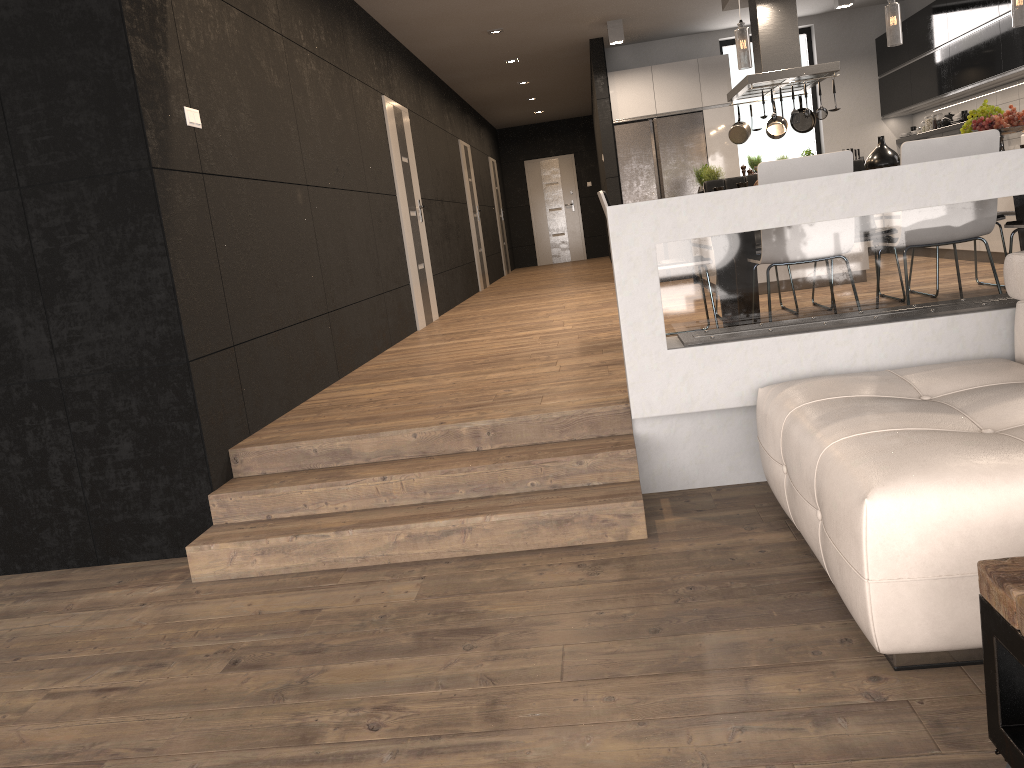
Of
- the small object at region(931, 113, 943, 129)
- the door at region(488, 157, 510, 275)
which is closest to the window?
the small object at region(931, 113, 943, 129)

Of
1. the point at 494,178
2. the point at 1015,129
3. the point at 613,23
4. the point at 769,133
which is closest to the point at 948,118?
the point at 769,133

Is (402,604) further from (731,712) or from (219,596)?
(731,712)

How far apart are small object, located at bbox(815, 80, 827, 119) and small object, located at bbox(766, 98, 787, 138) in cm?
97

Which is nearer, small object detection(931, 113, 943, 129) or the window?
small object detection(931, 113, 943, 129)

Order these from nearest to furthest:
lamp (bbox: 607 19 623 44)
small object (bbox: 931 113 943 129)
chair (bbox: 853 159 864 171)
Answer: chair (bbox: 853 159 864 171) < lamp (bbox: 607 19 623 44) < small object (bbox: 931 113 943 129)

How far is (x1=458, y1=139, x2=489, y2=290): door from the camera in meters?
12.1

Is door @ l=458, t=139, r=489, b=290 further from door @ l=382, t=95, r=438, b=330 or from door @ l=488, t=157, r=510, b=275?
door @ l=382, t=95, r=438, b=330

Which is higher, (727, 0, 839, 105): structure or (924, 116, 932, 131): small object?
(727, 0, 839, 105): structure

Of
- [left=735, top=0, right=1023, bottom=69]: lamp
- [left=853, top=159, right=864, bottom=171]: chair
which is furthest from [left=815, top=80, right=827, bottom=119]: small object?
[left=735, top=0, right=1023, bottom=69]: lamp
